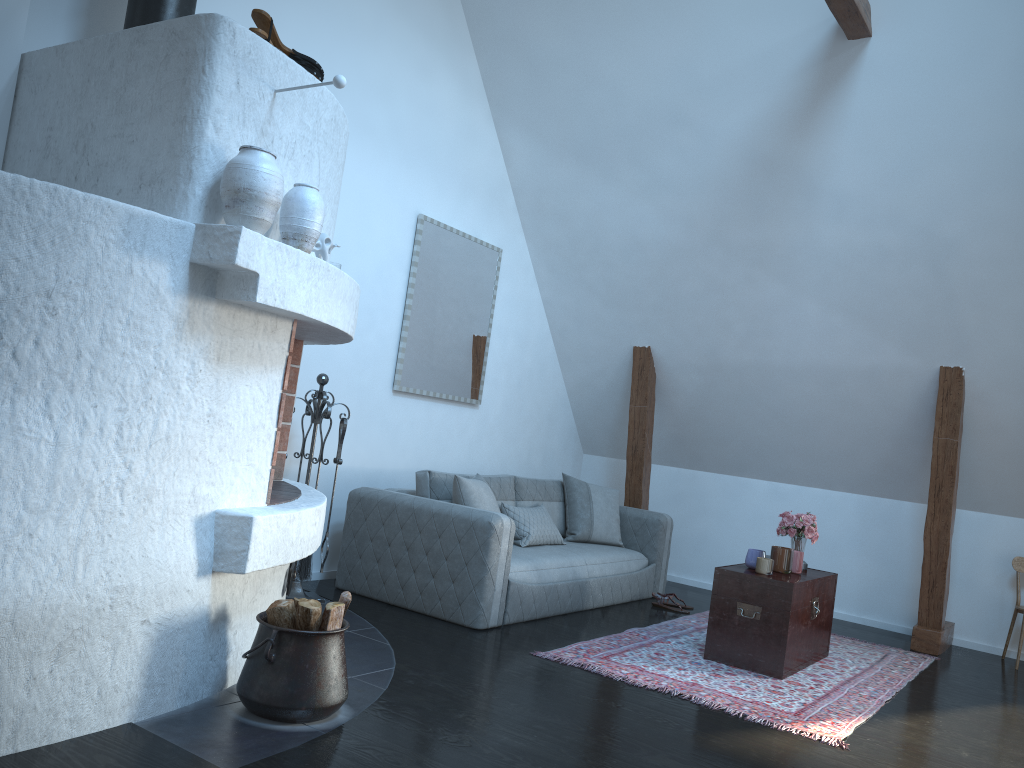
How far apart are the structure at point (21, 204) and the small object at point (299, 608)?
0.1m

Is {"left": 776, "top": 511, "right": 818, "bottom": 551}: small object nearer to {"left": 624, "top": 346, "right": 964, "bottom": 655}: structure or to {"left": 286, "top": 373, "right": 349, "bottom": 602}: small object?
{"left": 624, "top": 346, "right": 964, "bottom": 655}: structure

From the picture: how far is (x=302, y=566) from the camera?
4.69m

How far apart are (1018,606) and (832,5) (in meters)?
4.00

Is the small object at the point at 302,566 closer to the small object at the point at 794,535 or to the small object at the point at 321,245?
the small object at the point at 321,245

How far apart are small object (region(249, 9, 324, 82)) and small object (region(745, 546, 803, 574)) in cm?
326

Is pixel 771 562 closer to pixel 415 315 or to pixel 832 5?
pixel 415 315

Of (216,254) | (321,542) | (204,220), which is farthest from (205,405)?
(321,542)

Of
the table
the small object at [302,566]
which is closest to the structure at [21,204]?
the small object at [302,566]

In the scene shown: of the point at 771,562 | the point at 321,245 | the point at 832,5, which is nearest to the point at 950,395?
the point at 771,562
